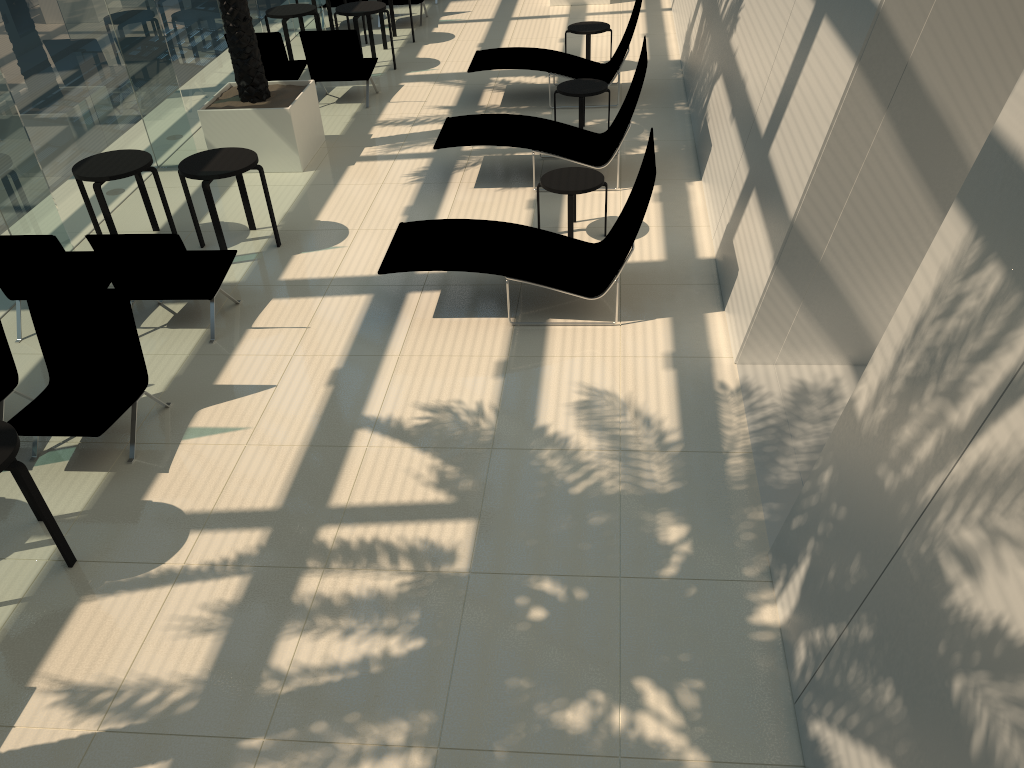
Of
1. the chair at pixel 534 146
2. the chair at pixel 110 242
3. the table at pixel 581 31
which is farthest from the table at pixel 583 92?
the chair at pixel 110 242

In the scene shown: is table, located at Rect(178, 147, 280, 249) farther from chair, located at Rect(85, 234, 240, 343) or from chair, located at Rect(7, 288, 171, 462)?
chair, located at Rect(7, 288, 171, 462)

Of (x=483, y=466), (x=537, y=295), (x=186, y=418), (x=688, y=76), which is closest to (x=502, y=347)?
(x=537, y=295)

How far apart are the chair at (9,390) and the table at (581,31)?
8.80m

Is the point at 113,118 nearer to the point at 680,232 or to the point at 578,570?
the point at 680,232

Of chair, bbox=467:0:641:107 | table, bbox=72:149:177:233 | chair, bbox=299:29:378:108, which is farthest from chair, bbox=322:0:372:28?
table, bbox=72:149:177:233

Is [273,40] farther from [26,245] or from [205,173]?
[26,245]

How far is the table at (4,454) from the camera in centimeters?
451cm

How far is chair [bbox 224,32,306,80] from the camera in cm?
1131

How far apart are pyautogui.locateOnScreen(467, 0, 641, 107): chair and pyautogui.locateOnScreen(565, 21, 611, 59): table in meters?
0.6 m
